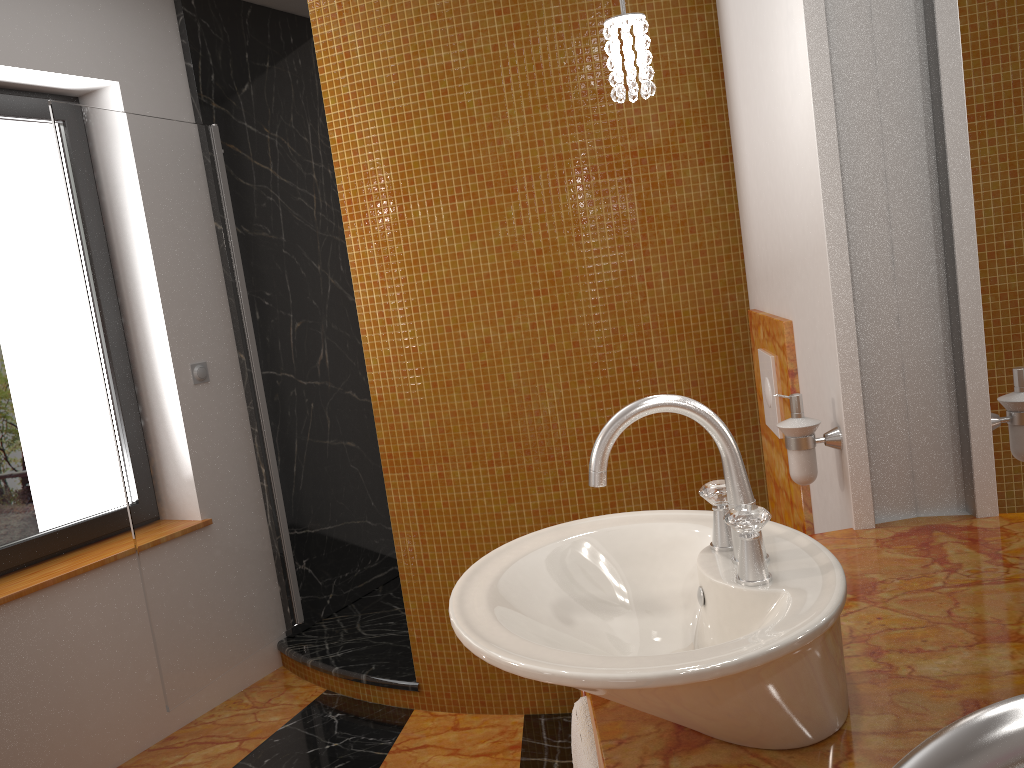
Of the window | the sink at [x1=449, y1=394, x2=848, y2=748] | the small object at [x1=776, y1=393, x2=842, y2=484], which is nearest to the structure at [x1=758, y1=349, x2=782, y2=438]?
the small object at [x1=776, y1=393, x2=842, y2=484]

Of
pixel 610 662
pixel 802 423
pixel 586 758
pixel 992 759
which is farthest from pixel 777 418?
pixel 992 759

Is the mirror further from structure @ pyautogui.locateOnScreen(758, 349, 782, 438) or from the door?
the door

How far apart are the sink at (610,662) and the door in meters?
1.8 m

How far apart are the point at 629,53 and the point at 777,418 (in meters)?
1.00

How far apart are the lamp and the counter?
0.83m

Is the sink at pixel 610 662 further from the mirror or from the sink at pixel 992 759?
the sink at pixel 992 759

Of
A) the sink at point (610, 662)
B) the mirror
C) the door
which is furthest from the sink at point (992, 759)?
the door

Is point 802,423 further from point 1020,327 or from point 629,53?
point 629,53

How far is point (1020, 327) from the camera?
1.1m
